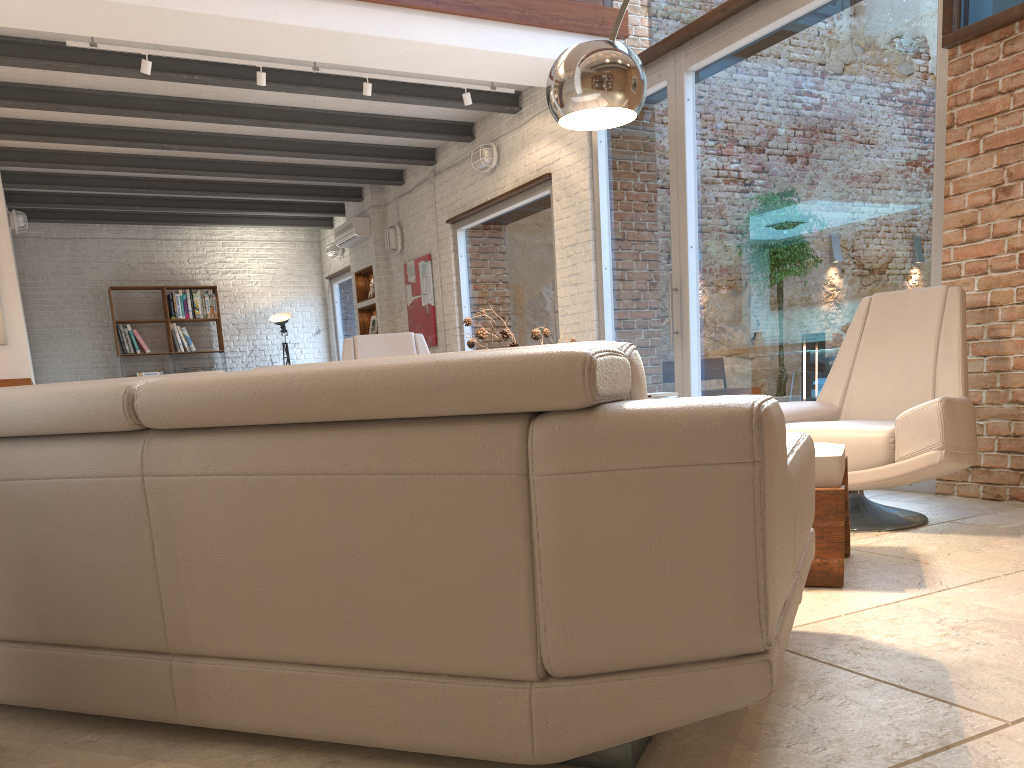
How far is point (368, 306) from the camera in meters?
11.0

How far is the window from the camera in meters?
4.6

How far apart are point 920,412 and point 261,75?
5.0 meters

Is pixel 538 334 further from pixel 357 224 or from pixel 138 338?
pixel 138 338

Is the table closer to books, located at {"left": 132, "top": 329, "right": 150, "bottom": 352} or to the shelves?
the shelves

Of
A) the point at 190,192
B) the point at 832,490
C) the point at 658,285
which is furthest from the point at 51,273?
the point at 832,490

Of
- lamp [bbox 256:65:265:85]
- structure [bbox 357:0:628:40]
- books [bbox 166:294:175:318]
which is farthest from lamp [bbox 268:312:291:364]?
structure [bbox 357:0:628:40]

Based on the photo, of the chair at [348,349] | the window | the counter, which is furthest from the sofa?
the counter

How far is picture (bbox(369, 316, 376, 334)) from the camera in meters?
11.2 m

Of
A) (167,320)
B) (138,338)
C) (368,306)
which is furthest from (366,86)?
(138,338)
